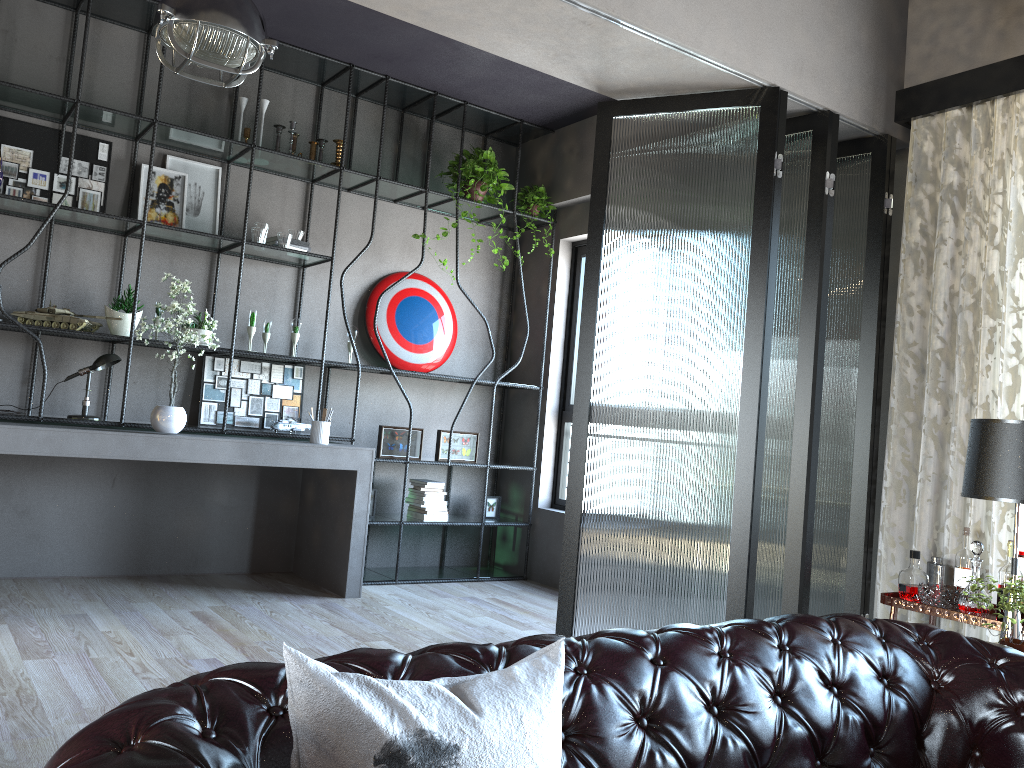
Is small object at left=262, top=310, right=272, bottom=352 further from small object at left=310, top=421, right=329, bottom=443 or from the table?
the table

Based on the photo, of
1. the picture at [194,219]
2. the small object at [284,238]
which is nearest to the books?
the small object at [284,238]

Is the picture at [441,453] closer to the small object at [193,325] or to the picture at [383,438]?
the picture at [383,438]

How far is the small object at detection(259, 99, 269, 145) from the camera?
5.57m

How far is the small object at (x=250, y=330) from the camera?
5.3 meters

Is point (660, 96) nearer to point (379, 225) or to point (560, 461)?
point (379, 225)

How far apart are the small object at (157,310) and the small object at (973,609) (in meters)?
4.40

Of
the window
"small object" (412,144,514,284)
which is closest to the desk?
the window

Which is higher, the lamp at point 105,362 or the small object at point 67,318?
the small object at point 67,318

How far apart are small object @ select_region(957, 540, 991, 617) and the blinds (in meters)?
0.35
